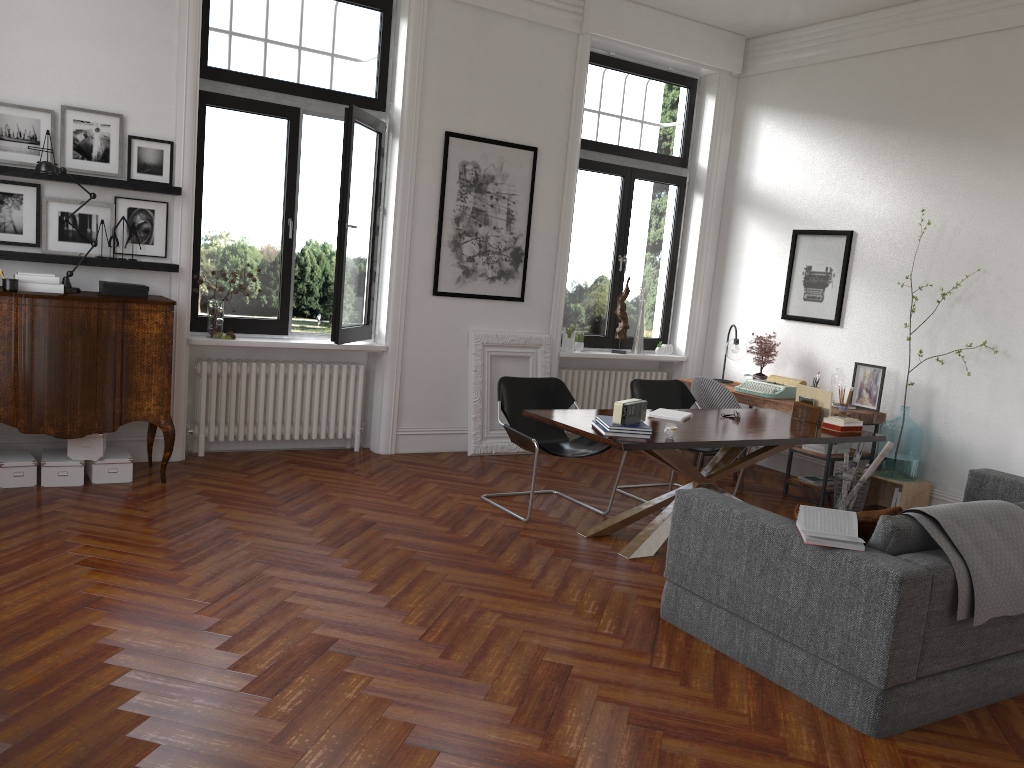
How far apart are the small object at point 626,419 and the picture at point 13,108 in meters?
4.0 m

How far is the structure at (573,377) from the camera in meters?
8.4 m

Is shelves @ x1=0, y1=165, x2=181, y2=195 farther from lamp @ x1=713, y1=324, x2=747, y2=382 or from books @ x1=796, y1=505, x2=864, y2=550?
lamp @ x1=713, y1=324, x2=747, y2=382

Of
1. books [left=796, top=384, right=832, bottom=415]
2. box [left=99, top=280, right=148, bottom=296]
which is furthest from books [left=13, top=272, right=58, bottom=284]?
books [left=796, top=384, right=832, bottom=415]

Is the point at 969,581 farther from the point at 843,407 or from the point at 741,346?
the point at 741,346

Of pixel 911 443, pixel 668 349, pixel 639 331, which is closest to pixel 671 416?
pixel 911 443

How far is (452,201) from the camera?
7.3 meters

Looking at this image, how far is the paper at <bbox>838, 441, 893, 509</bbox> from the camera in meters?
6.6 m

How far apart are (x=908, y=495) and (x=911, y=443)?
0.4m

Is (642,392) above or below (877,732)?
above
